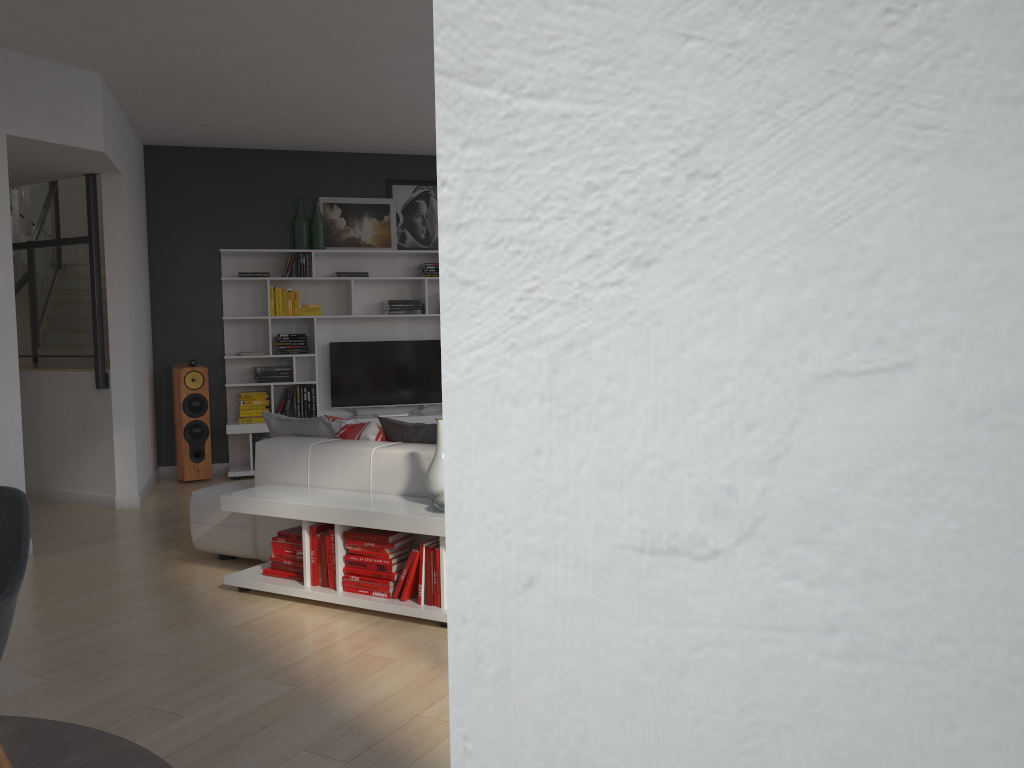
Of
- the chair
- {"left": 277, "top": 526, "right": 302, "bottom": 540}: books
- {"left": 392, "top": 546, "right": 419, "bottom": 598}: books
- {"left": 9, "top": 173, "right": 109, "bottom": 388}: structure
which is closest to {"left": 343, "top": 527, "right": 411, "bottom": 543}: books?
{"left": 392, "top": 546, "right": 419, "bottom": 598}: books

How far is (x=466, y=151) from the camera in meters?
0.2 m

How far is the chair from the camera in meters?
2.3

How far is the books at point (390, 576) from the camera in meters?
4.1 m

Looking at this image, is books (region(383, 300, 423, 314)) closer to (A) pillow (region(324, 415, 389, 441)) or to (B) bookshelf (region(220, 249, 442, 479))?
(B) bookshelf (region(220, 249, 442, 479))

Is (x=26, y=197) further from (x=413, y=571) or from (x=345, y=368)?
(x=413, y=571)

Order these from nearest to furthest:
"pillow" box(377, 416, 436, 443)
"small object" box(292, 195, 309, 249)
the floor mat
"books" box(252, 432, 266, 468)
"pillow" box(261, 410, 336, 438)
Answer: the floor mat → "pillow" box(377, 416, 436, 443) → "pillow" box(261, 410, 336, 438) → "books" box(252, 432, 266, 468) → "small object" box(292, 195, 309, 249)

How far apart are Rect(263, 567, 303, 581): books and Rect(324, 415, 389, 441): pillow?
0.8m

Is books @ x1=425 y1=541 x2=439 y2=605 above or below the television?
below

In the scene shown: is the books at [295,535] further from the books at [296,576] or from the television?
the television
